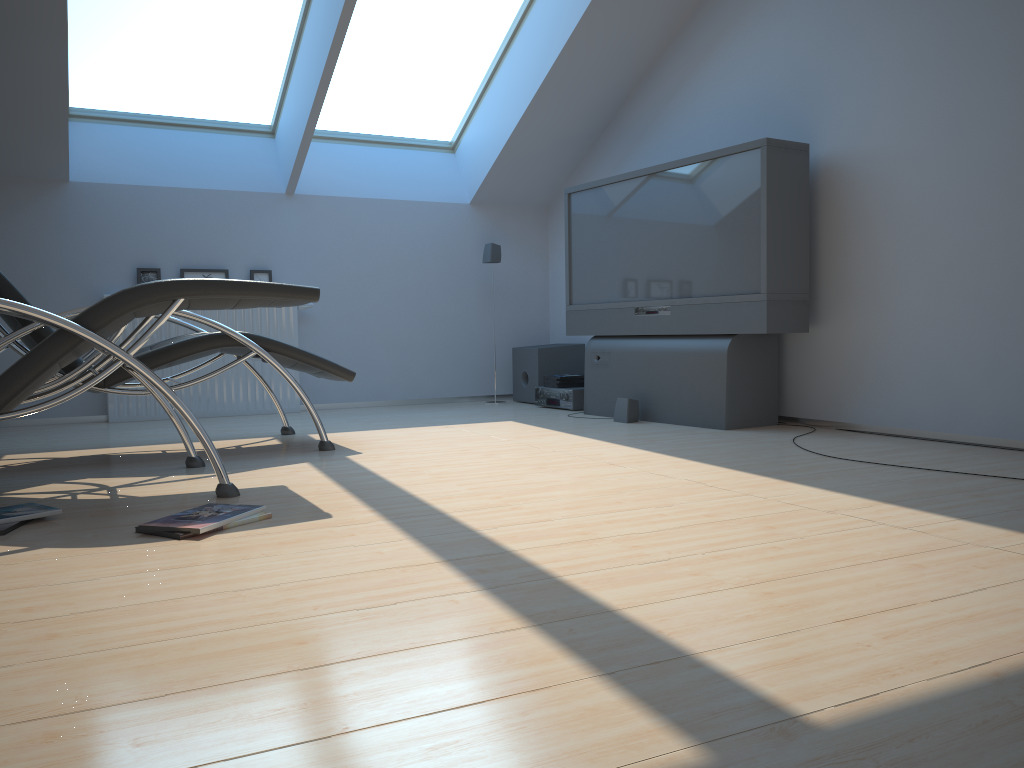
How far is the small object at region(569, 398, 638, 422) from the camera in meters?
5.0

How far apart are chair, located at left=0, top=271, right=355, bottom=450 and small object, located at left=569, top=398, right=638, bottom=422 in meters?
1.6

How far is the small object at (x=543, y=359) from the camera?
6.3m

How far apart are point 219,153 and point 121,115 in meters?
0.6 m

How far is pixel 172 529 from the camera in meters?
2.3

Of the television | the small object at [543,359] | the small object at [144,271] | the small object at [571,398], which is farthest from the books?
the small object at [144,271]

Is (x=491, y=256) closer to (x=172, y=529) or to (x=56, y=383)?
(x=56, y=383)

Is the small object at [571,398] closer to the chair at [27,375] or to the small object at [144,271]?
the small object at [144,271]

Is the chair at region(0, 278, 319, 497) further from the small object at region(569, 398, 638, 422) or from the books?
the small object at region(569, 398, 638, 422)

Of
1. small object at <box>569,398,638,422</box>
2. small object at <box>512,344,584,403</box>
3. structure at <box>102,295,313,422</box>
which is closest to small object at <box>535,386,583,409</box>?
small object at <box>512,344,584,403</box>
